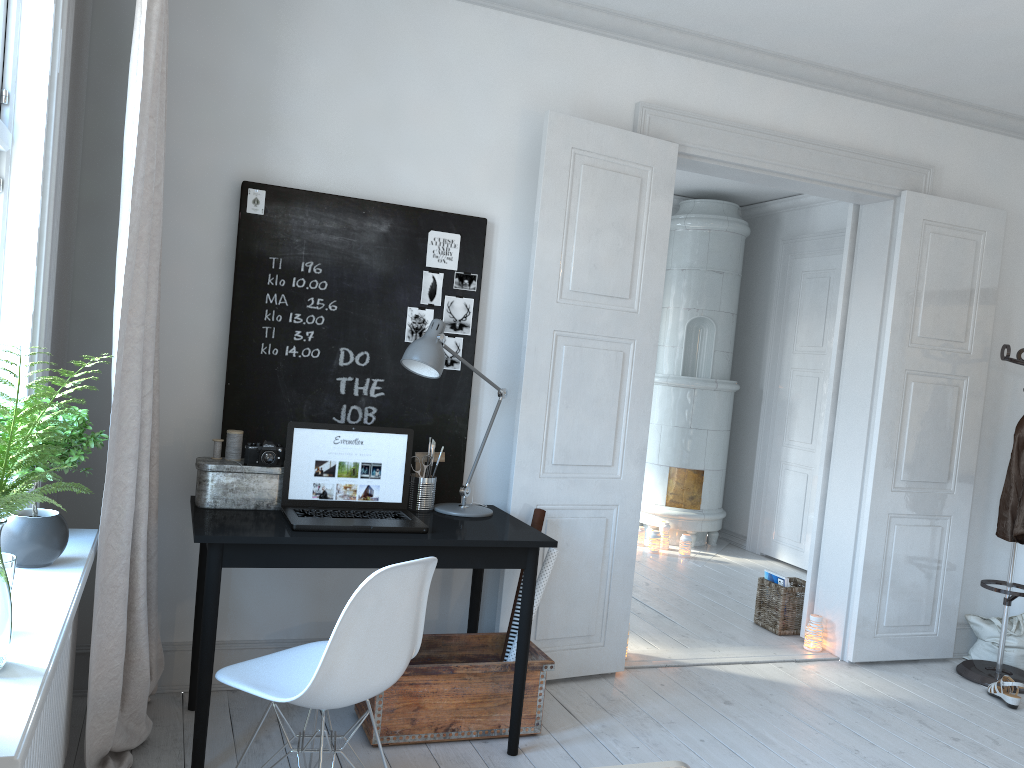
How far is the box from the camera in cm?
297

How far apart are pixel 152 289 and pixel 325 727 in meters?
1.6

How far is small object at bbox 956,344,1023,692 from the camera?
4.3m

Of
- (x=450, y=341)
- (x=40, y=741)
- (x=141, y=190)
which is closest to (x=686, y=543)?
(x=450, y=341)

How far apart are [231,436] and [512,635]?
1.3 meters

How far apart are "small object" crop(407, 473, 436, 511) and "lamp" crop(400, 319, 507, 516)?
0.0 meters

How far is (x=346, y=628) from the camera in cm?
219

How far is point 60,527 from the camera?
2.1m

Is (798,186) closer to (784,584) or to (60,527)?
(784,584)

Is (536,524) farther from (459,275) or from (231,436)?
(231,436)
